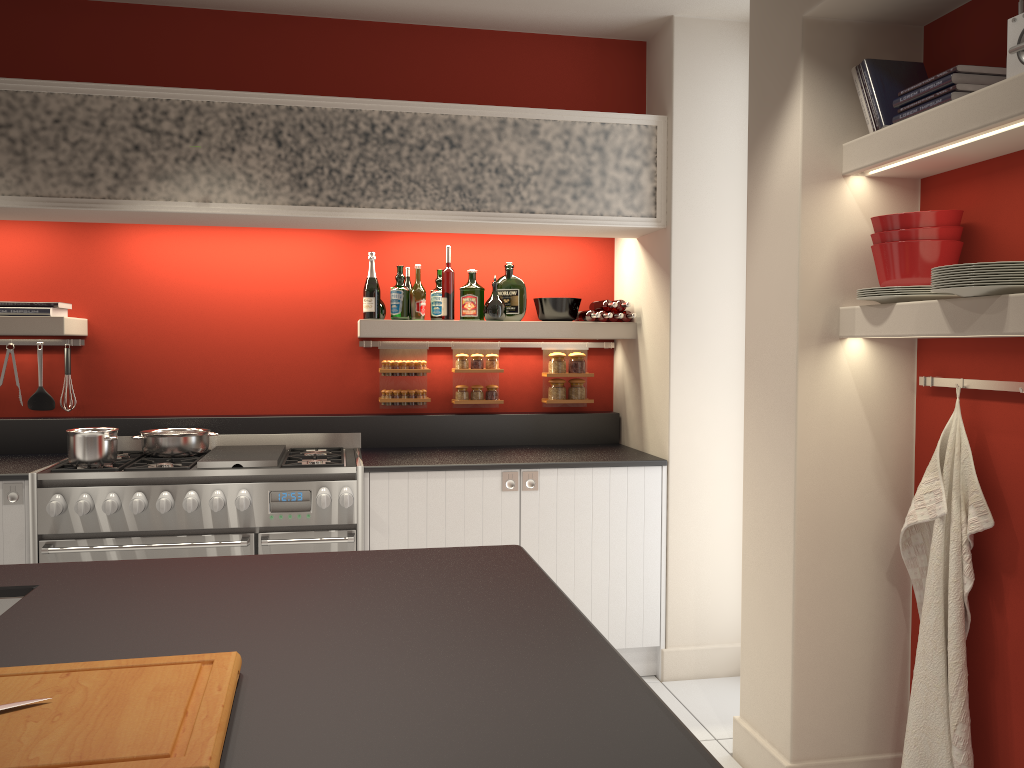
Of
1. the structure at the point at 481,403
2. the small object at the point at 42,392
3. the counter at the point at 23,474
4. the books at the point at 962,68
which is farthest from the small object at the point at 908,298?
the small object at the point at 42,392

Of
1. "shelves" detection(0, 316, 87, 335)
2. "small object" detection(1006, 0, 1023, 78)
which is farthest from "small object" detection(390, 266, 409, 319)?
"small object" detection(1006, 0, 1023, 78)

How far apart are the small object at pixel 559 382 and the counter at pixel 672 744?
2.5m

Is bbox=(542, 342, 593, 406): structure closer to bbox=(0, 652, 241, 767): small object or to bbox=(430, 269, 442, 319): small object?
bbox=(430, 269, 442, 319): small object

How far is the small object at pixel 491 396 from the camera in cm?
457

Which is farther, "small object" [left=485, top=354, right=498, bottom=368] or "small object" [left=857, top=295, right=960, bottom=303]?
"small object" [left=485, top=354, right=498, bottom=368]

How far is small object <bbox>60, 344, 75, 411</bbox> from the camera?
4.24m

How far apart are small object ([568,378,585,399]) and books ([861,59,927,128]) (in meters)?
2.23

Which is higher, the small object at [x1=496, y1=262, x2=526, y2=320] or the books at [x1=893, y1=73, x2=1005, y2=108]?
the books at [x1=893, y1=73, x2=1005, y2=108]

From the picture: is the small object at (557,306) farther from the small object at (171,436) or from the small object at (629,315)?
the small object at (171,436)
